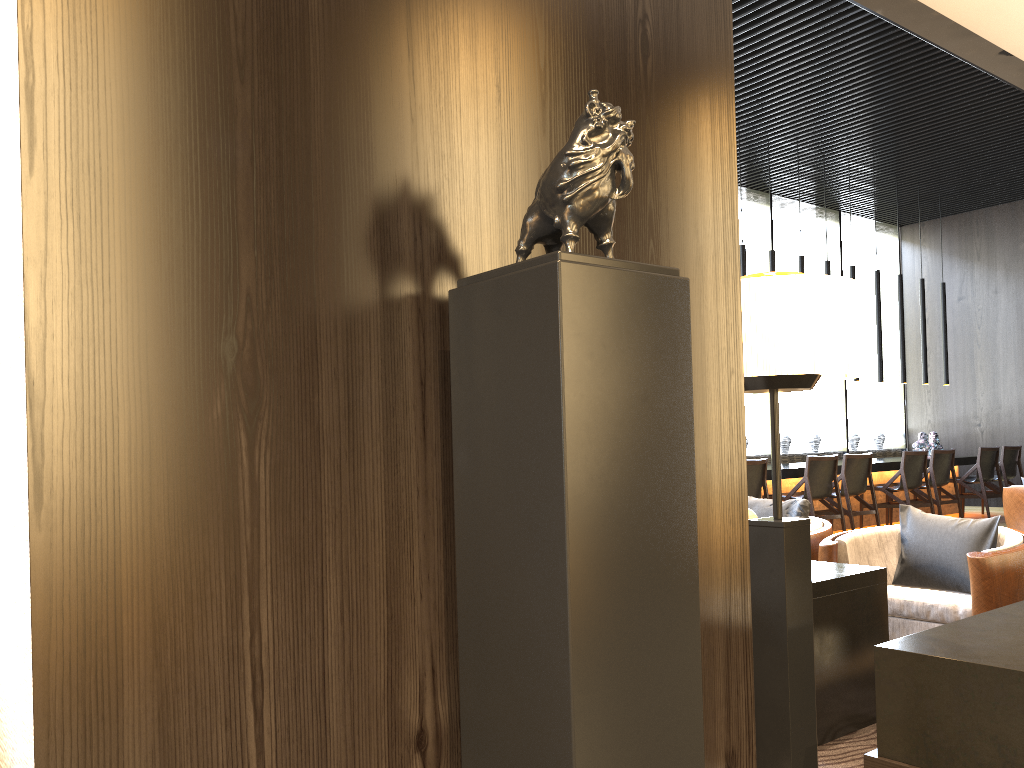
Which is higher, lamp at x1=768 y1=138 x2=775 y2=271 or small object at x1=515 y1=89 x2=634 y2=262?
lamp at x1=768 y1=138 x2=775 y2=271

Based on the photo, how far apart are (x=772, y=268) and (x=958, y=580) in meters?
5.7

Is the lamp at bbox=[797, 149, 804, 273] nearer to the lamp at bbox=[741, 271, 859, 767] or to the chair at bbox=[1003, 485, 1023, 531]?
the chair at bbox=[1003, 485, 1023, 531]

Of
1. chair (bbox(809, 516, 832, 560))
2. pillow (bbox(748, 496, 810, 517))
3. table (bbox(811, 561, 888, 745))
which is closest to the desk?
pillow (bbox(748, 496, 810, 517))

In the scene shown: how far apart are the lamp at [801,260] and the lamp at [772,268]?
0.5 meters

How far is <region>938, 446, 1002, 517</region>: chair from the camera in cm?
960

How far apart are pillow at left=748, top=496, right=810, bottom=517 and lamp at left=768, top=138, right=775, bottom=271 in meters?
4.9

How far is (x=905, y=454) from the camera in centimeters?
861cm

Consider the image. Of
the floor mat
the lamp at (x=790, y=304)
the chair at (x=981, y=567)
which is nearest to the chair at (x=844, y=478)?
the chair at (x=981, y=567)

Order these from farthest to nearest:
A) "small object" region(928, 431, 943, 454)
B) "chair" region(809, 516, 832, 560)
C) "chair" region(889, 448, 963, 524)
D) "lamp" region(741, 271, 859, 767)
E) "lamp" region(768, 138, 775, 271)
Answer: "small object" region(928, 431, 943, 454), "chair" region(889, 448, 963, 524), "lamp" region(768, 138, 775, 271), "chair" region(809, 516, 832, 560), "lamp" region(741, 271, 859, 767)
